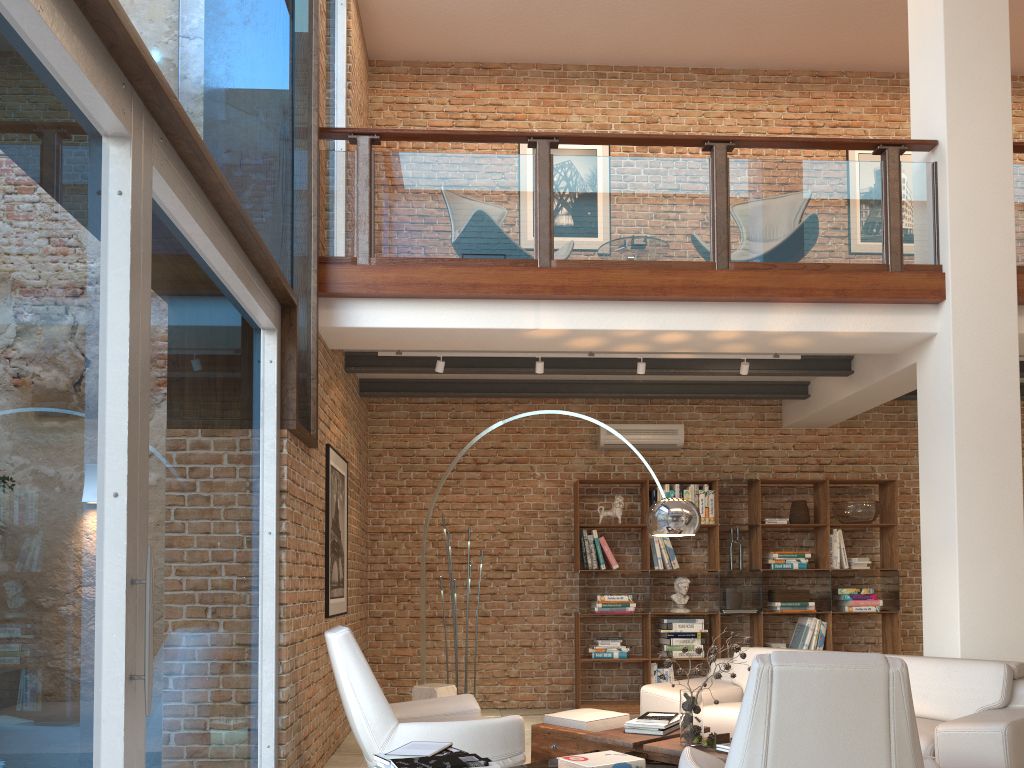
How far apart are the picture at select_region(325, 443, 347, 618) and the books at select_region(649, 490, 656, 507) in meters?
3.0 m

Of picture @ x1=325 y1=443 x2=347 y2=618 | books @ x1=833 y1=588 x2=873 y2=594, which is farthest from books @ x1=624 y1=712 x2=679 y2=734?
books @ x1=833 y1=588 x2=873 y2=594

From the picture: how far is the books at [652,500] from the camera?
8.2m

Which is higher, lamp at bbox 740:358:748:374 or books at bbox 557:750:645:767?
lamp at bbox 740:358:748:374

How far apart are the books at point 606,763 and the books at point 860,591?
4.92m

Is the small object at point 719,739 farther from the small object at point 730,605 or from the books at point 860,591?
the books at point 860,591

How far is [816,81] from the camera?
9.40m

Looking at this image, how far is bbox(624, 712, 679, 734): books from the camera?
4.54m

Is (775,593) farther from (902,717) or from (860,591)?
(902,717)

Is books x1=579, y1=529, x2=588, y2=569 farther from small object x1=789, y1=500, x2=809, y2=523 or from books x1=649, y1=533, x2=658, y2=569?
small object x1=789, y1=500, x2=809, y2=523
